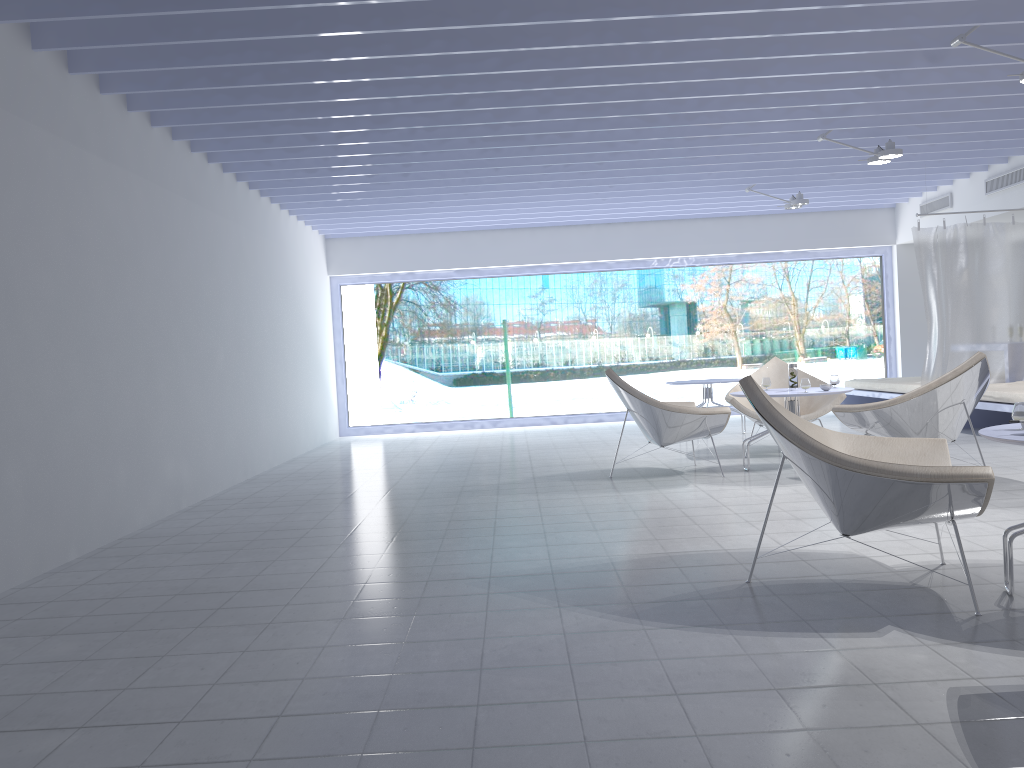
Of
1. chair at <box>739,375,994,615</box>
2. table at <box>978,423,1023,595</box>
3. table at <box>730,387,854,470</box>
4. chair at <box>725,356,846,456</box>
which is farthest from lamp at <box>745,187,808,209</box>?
table at <box>978,423,1023,595</box>

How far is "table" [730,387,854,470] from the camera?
5.79m

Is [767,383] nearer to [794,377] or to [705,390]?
[794,377]

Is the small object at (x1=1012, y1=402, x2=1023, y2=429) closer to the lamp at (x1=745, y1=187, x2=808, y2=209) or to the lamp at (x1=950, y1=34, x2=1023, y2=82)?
the lamp at (x1=950, y1=34, x2=1023, y2=82)

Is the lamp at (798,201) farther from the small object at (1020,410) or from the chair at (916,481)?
the small object at (1020,410)

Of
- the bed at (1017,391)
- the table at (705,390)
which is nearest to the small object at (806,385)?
the bed at (1017,391)

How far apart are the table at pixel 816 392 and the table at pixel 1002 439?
2.7 meters

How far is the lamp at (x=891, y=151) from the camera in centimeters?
666cm

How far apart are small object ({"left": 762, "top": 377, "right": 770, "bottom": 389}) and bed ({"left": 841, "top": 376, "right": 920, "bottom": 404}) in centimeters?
285cm

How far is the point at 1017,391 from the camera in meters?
6.8 m
